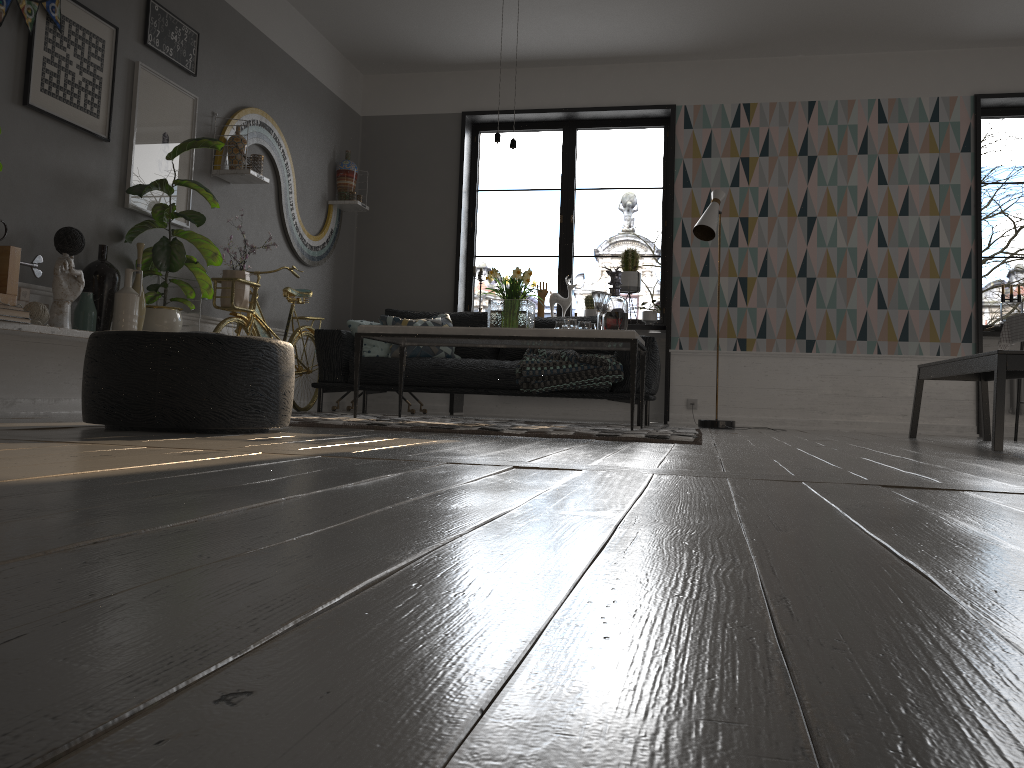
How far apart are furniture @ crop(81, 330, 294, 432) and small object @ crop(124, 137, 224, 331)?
1.6m

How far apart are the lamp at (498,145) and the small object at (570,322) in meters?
1.0 m

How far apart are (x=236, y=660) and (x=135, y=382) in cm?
264

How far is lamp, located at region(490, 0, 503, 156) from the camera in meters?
4.7 m

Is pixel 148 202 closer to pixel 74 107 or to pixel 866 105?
pixel 74 107

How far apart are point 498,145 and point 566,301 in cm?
280

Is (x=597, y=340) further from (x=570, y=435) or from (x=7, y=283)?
(x=7, y=283)

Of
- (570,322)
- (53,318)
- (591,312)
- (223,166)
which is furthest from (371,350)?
(53,318)

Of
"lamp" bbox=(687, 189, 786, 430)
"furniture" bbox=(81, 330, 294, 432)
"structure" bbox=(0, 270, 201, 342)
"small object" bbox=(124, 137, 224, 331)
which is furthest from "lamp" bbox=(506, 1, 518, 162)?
"structure" bbox=(0, 270, 201, 342)

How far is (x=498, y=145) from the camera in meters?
4.7
